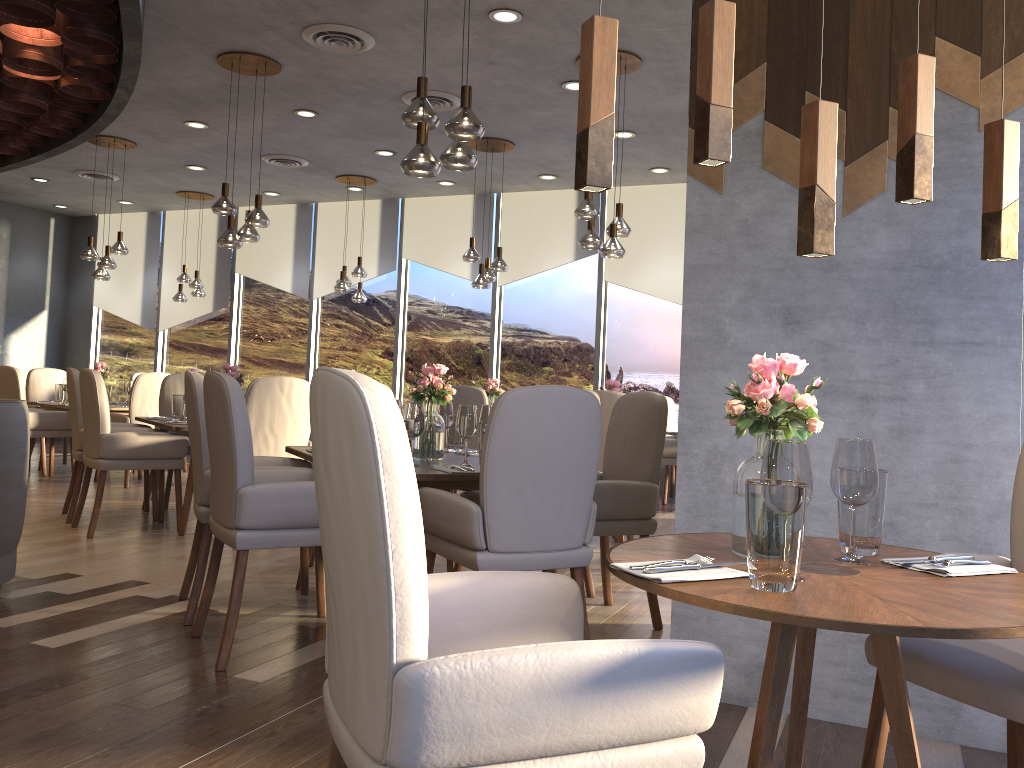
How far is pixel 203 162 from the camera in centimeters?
914cm

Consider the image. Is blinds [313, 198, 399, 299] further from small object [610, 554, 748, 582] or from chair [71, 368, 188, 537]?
small object [610, 554, 748, 582]

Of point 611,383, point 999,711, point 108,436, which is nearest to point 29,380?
point 108,436

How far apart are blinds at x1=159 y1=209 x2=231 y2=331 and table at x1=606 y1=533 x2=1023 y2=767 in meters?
10.5

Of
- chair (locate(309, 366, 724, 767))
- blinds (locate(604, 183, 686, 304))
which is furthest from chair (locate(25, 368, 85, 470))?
chair (locate(309, 366, 724, 767))

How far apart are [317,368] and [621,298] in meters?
8.3

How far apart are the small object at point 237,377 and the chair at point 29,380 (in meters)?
4.03

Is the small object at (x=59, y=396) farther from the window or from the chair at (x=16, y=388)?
the window

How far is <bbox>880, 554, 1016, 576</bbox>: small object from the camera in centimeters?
169cm

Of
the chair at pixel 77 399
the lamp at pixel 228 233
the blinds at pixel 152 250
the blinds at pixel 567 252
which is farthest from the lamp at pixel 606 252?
the blinds at pixel 152 250
